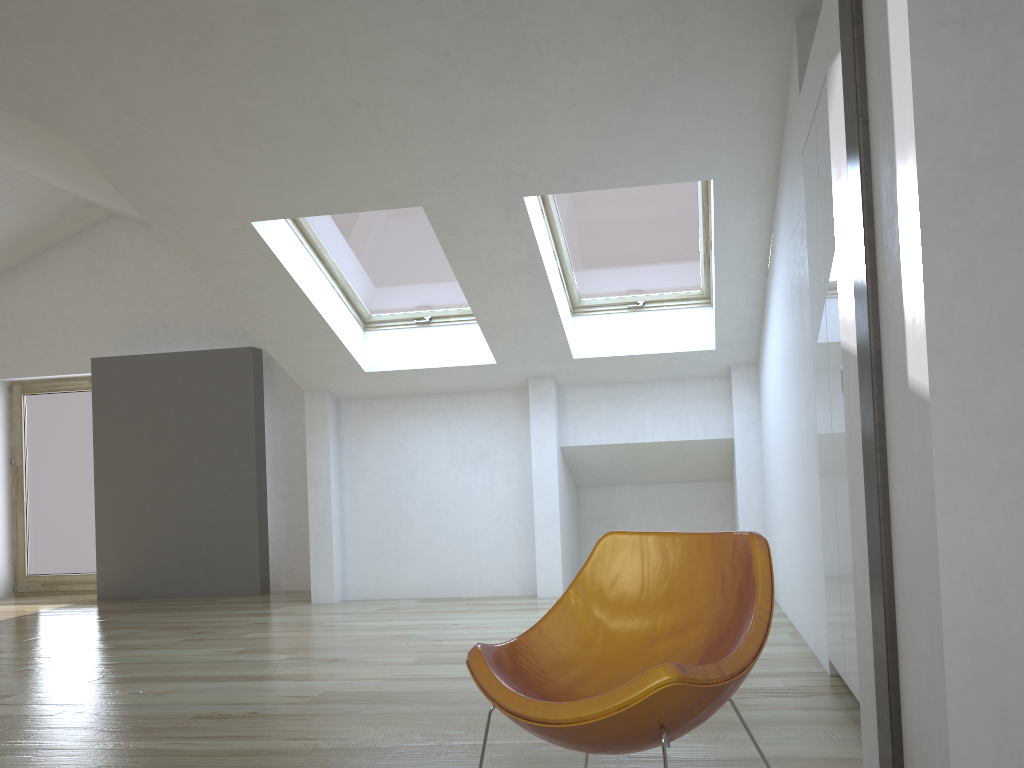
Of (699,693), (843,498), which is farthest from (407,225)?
(699,693)

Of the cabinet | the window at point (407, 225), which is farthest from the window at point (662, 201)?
the cabinet

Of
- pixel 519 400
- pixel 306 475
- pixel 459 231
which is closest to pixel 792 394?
pixel 459 231

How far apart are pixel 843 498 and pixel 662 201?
3.0m

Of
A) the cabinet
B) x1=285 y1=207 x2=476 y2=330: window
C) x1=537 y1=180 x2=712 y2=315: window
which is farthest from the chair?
x1=285 y1=207 x2=476 y2=330: window

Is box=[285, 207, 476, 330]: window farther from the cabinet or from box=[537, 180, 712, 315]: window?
the cabinet

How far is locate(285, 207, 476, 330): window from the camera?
5.8 meters

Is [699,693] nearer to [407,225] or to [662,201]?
[662,201]

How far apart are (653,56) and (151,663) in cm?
403

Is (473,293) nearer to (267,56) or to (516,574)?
(267,56)
